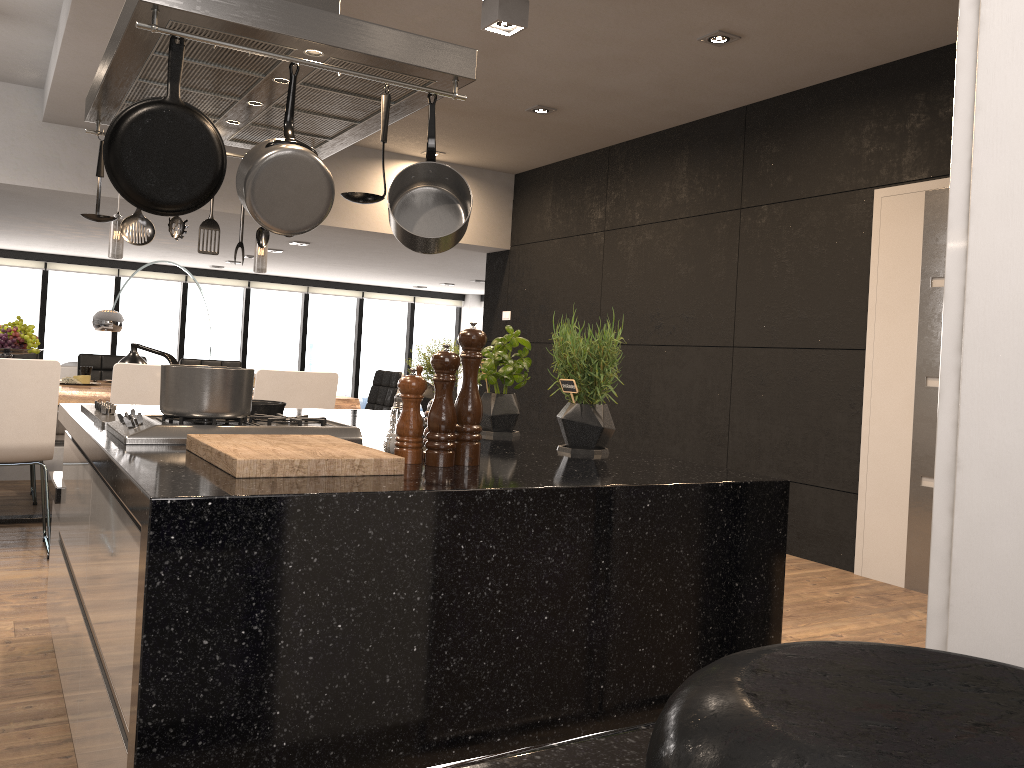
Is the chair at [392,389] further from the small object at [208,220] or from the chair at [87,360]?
the small object at [208,220]

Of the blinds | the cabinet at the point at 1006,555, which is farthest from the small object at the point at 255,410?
the blinds

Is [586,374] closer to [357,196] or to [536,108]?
[357,196]

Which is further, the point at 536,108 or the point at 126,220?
the point at 536,108

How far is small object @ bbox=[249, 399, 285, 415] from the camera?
2.34m

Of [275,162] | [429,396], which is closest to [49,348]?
[429,396]

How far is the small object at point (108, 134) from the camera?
1.8 meters

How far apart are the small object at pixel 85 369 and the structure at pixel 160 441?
3.7 meters

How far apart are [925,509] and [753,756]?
4.7m

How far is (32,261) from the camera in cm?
1105
